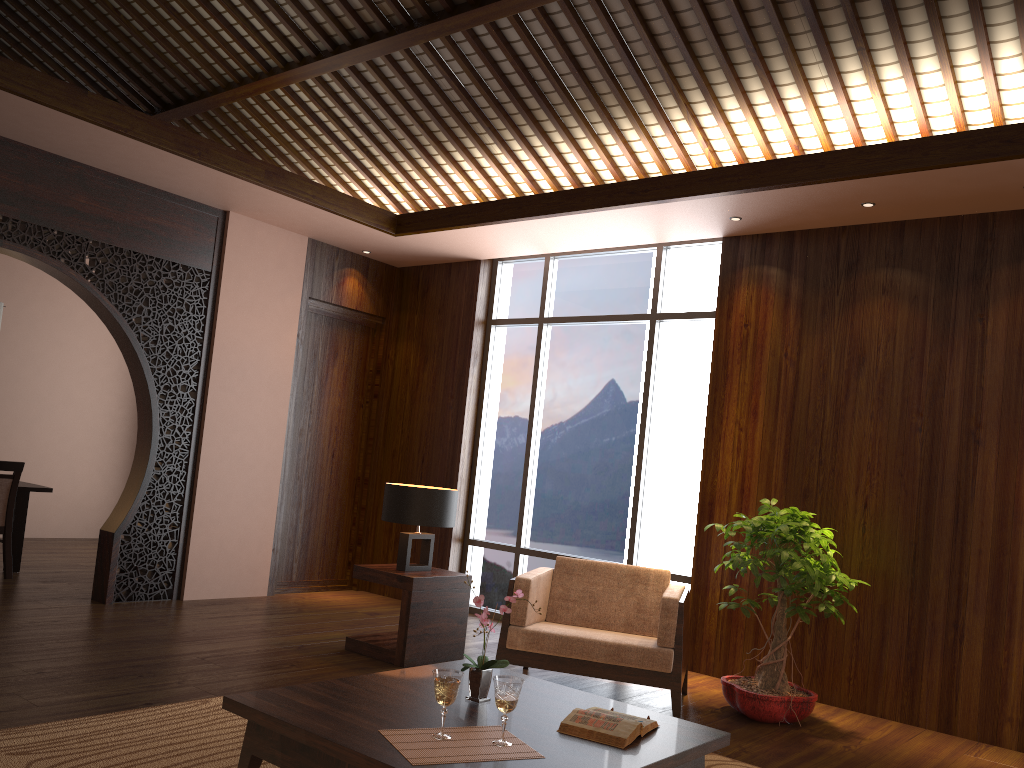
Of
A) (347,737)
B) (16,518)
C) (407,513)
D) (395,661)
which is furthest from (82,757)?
(16,518)

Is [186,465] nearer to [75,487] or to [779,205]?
[75,487]

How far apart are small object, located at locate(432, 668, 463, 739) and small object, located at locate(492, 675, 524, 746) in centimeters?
11cm

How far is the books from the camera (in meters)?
2.67

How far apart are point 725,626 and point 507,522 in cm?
201

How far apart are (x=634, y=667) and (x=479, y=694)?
1.45m

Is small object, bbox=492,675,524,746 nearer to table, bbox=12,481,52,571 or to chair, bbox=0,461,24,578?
chair, bbox=0,461,24,578

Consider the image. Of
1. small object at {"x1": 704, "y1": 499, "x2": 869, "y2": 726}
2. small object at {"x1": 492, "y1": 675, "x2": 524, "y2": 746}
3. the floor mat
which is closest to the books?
small object at {"x1": 492, "y1": 675, "x2": 524, "y2": 746}

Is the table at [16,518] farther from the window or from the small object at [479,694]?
the small object at [479,694]

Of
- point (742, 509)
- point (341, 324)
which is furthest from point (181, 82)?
point (742, 509)
